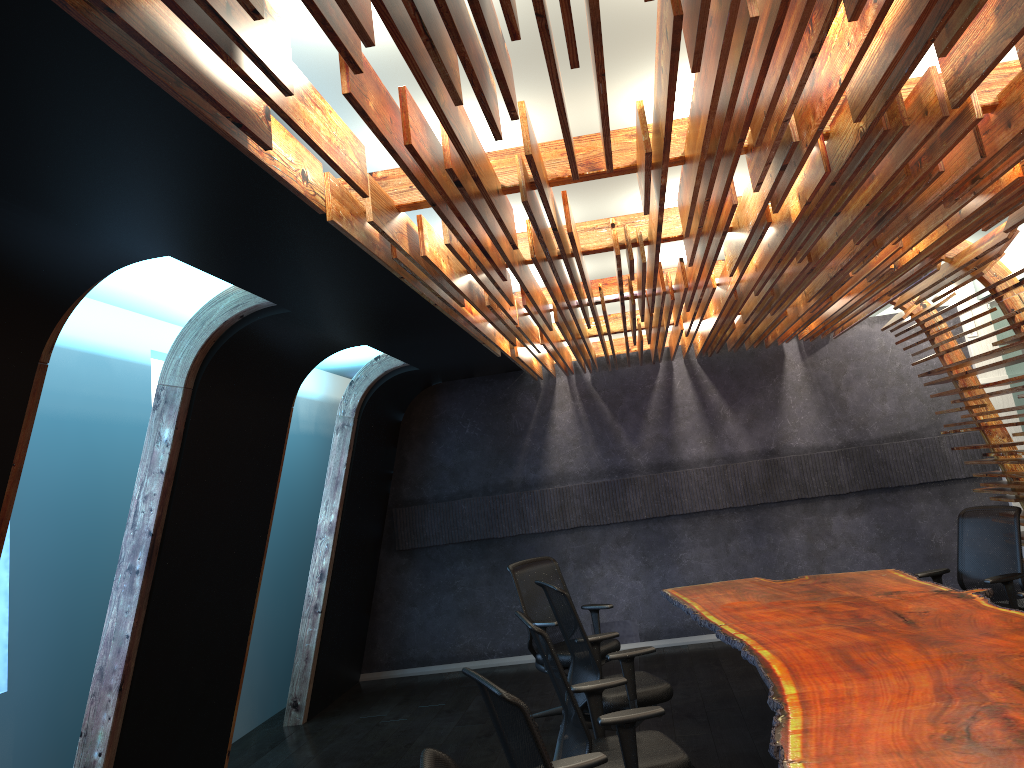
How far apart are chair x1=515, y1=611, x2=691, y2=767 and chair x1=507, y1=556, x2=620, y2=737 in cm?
213

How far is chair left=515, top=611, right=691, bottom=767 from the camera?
4.0 meters

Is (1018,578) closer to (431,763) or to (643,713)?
(643,713)

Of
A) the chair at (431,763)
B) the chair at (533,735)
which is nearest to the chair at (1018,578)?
the chair at (533,735)

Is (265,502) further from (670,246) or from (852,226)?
(852,226)

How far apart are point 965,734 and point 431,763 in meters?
2.1

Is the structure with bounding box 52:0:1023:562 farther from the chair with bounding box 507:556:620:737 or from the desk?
the chair with bounding box 507:556:620:737

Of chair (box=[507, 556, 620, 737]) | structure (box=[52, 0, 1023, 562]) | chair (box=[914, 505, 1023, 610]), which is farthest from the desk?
structure (box=[52, 0, 1023, 562])

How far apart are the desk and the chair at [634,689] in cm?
45

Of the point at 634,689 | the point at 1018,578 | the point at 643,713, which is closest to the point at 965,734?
the point at 643,713
